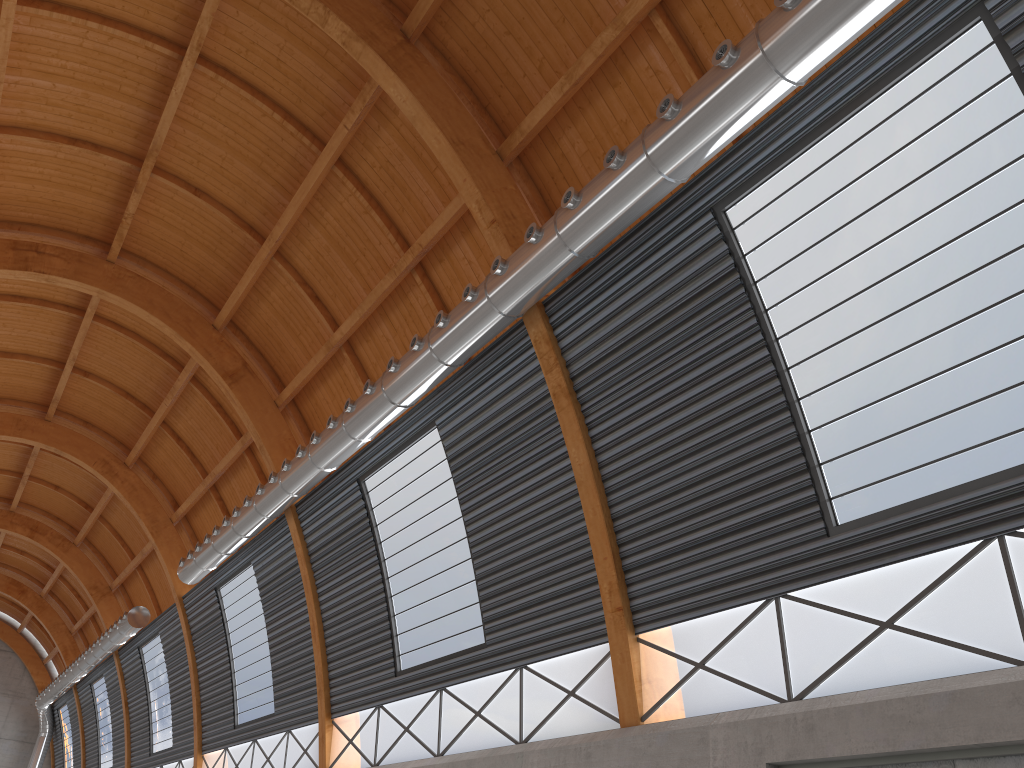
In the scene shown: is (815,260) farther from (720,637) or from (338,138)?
A: (338,138)
